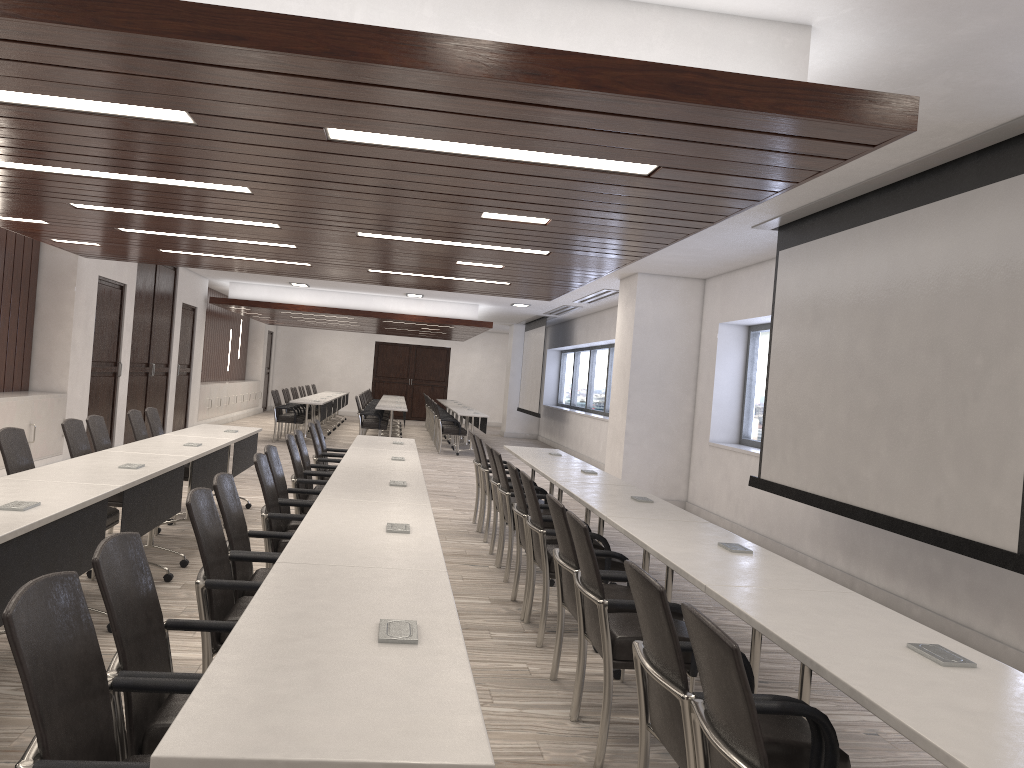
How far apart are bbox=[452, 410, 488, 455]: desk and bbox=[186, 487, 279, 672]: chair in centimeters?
1261cm

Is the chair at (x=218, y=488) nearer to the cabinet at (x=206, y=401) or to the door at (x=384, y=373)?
the cabinet at (x=206, y=401)

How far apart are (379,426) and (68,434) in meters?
10.2 m

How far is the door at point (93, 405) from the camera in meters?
11.2 m

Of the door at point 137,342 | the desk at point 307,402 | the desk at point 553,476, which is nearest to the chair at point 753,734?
the desk at point 553,476

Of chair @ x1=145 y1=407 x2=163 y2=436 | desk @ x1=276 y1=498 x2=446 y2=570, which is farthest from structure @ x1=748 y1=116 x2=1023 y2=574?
chair @ x1=145 y1=407 x2=163 y2=436

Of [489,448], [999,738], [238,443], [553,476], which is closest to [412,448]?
[489,448]

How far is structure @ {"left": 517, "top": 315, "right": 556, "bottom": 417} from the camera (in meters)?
19.87

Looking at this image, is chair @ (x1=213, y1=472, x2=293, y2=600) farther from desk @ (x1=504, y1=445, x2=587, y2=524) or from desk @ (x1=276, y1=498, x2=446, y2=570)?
desk @ (x1=504, y1=445, x2=587, y2=524)

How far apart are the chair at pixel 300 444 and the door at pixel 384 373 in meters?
20.3 m
